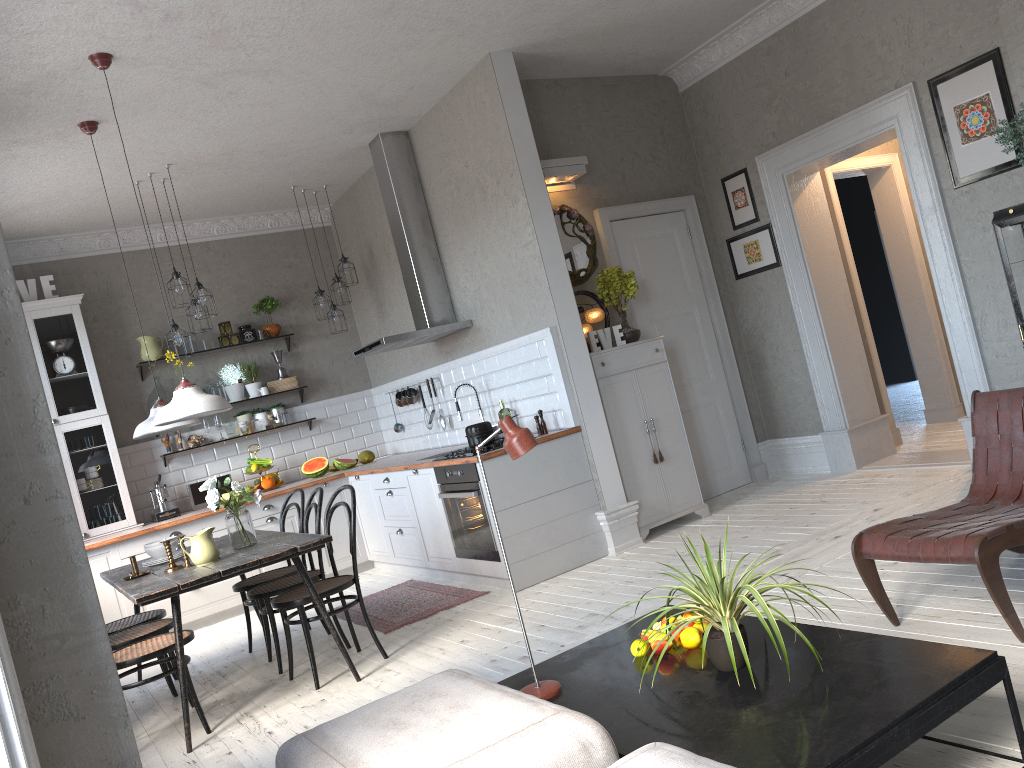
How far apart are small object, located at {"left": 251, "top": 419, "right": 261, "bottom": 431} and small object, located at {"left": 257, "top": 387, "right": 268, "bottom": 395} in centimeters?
28cm

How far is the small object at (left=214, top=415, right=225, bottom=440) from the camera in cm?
768

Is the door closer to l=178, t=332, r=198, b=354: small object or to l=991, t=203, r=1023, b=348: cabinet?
l=991, t=203, r=1023, b=348: cabinet

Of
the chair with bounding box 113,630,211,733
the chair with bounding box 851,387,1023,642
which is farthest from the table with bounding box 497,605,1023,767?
the chair with bounding box 113,630,211,733

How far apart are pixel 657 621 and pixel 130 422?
5.9m

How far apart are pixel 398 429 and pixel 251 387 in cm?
136

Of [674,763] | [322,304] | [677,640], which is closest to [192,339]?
[322,304]

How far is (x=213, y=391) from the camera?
7.71m

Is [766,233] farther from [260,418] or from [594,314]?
[260,418]

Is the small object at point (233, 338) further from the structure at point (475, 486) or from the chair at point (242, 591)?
the structure at point (475, 486)
